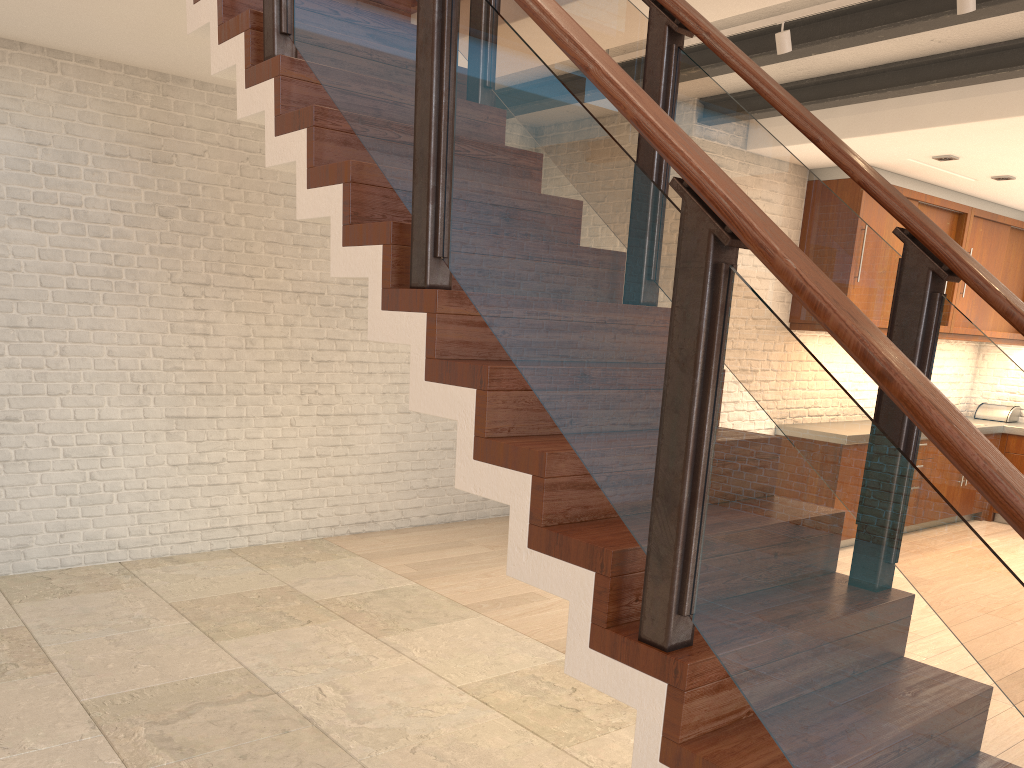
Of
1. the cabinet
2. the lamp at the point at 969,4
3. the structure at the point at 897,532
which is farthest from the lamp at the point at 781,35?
the cabinet

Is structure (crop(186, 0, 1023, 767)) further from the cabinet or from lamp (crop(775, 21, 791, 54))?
the cabinet

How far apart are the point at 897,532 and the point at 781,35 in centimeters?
296cm

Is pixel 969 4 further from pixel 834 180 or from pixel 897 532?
pixel 834 180

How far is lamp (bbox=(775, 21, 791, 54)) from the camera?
3.8 meters

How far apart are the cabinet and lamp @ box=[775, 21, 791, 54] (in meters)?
2.91

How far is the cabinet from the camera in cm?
660

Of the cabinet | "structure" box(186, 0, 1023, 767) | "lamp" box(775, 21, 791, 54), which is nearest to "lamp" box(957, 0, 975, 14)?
"lamp" box(775, 21, 791, 54)

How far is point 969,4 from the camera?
3.2m

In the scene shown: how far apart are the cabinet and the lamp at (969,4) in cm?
329
